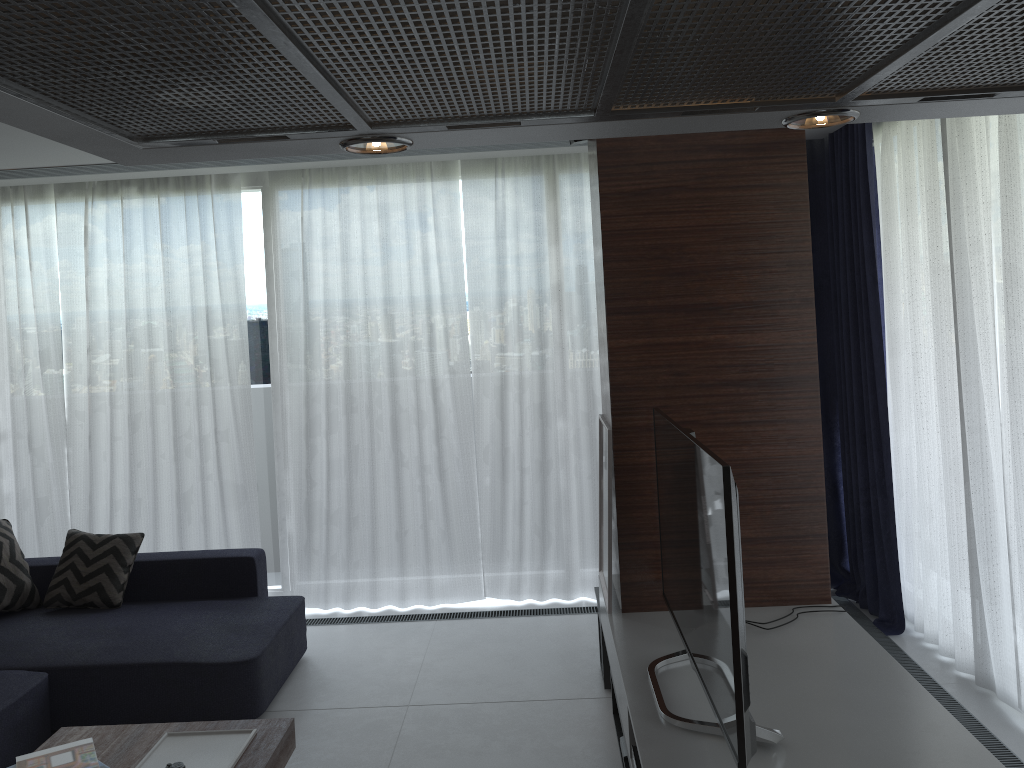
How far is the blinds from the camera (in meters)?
3.72

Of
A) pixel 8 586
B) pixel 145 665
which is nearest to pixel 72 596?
pixel 8 586

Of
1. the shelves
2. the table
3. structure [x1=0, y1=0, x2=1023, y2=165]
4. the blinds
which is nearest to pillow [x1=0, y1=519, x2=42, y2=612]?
the blinds

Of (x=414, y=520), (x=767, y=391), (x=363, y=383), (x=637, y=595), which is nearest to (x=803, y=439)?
(x=767, y=391)

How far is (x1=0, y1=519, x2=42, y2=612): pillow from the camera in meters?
4.4 m

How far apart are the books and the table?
0.02m

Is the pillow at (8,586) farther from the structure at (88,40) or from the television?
the structure at (88,40)

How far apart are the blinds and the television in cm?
131

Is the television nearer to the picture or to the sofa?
the picture

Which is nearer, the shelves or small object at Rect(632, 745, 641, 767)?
the shelves
